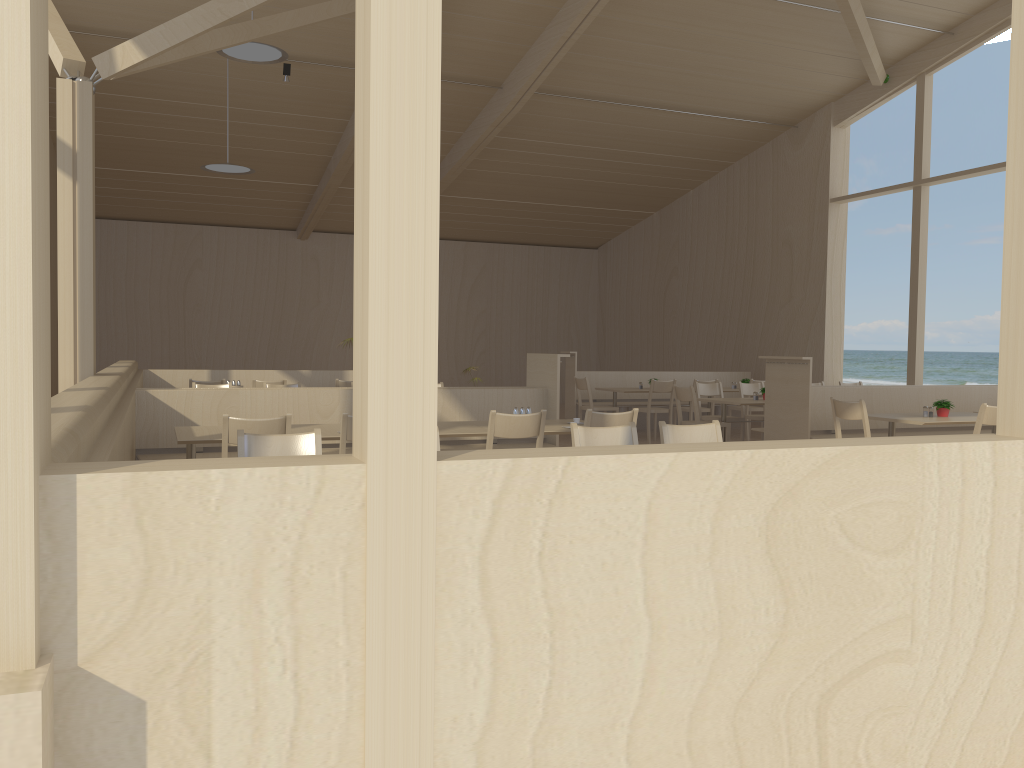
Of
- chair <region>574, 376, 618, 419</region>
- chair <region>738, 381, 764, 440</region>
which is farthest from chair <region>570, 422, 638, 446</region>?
chair <region>574, 376, 618, 419</region>

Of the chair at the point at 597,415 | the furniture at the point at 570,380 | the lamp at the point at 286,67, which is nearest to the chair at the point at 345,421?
the chair at the point at 597,415

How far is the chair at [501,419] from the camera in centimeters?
492cm

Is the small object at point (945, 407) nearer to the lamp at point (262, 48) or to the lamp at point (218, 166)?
the lamp at point (262, 48)

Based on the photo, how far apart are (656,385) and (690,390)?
1.8m

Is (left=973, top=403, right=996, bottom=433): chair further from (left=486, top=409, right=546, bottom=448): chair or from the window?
the window

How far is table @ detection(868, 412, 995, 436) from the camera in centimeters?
671cm

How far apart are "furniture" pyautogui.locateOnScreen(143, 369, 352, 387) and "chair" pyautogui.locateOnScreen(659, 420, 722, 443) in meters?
7.2 m

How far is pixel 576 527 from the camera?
1.8m

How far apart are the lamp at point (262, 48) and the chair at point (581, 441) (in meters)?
4.89
